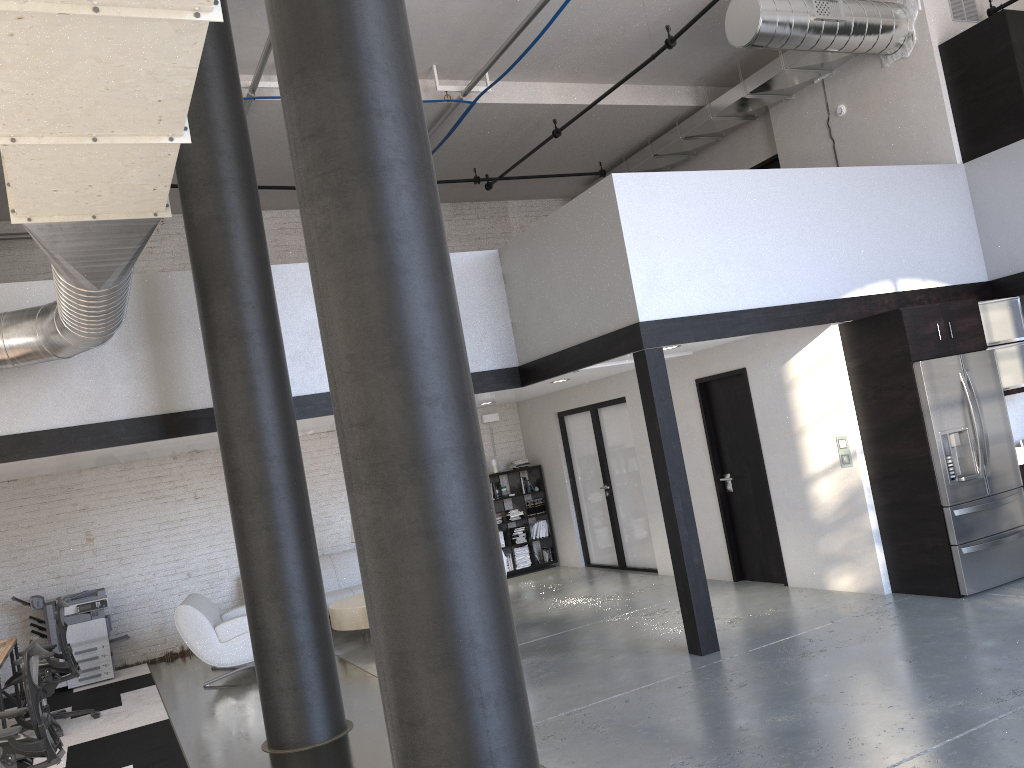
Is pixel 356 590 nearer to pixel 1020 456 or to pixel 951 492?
pixel 951 492

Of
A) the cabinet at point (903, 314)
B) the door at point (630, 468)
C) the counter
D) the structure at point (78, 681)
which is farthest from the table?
the counter

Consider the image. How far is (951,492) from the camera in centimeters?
652cm

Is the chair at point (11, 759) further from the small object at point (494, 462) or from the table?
the small object at point (494, 462)

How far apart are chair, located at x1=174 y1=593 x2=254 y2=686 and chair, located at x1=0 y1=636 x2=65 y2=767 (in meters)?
2.95

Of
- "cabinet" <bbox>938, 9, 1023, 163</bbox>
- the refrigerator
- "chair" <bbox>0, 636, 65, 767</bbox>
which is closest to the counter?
the refrigerator

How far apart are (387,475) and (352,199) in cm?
98

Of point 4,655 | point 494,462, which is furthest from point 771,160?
point 4,655

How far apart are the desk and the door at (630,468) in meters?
6.3 m

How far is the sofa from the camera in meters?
10.1
